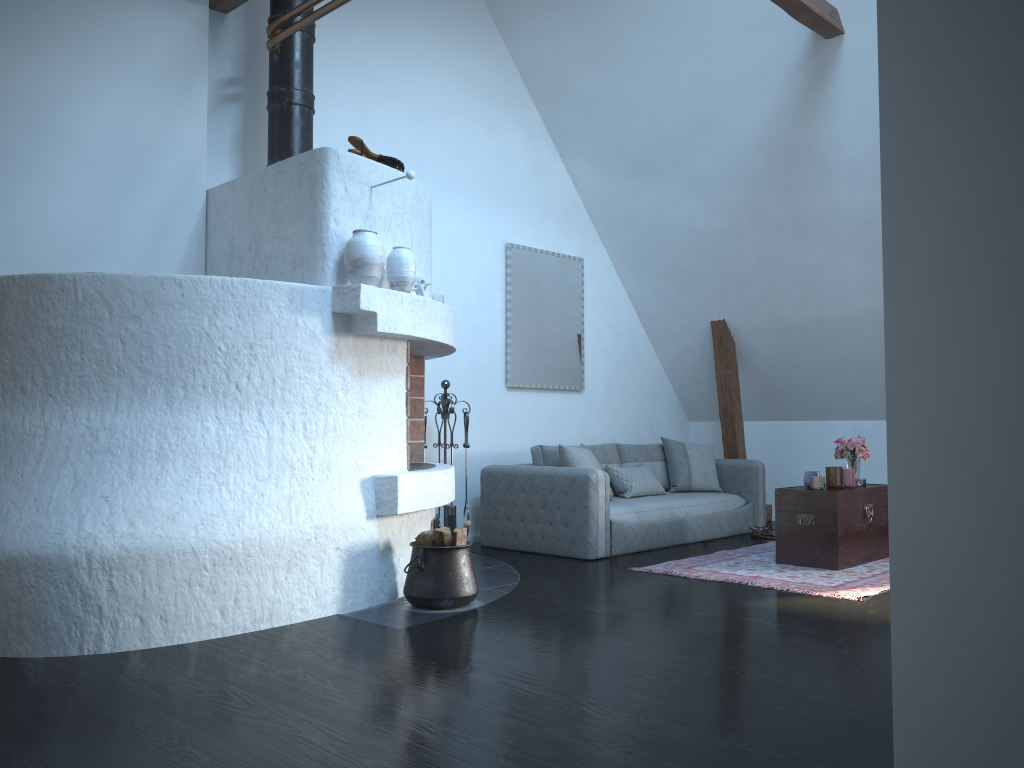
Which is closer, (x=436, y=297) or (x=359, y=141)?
(x=359, y=141)

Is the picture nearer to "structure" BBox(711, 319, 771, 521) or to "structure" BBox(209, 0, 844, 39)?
"structure" BBox(711, 319, 771, 521)

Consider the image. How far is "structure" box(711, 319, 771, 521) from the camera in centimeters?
805cm

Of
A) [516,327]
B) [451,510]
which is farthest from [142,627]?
[516,327]

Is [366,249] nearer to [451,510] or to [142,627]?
[142,627]

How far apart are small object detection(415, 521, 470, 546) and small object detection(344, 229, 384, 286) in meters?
1.3 m

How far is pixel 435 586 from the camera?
4.34m

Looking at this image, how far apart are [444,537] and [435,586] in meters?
0.2 m

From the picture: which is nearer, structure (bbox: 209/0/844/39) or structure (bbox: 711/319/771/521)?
structure (bbox: 209/0/844/39)

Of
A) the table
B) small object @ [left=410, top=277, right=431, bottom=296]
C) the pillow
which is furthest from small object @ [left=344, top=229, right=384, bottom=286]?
the table
